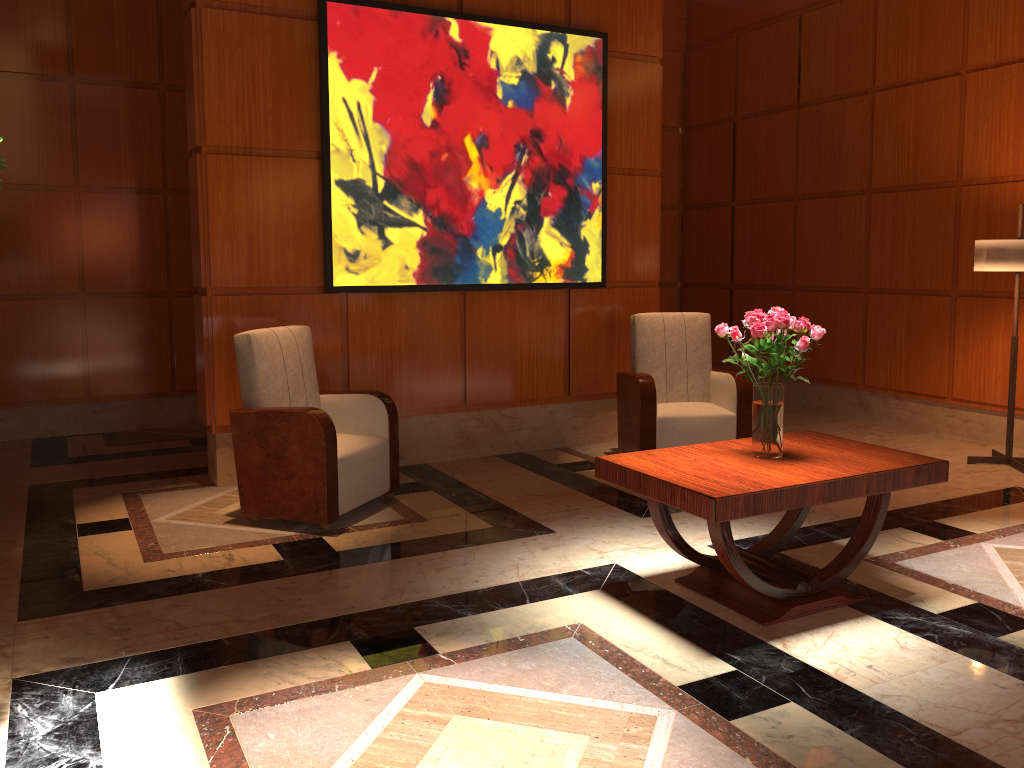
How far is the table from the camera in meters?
3.1

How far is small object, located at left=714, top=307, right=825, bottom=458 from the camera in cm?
333

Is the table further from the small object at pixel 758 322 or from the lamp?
the lamp

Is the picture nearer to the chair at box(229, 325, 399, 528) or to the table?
the chair at box(229, 325, 399, 528)

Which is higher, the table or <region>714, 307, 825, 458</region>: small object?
<region>714, 307, 825, 458</region>: small object

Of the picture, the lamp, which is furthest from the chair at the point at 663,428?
the lamp

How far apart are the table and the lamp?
2.3 meters

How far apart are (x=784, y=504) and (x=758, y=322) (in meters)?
0.70

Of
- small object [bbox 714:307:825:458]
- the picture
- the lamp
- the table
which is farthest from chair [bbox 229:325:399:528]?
the lamp

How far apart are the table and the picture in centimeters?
241cm
